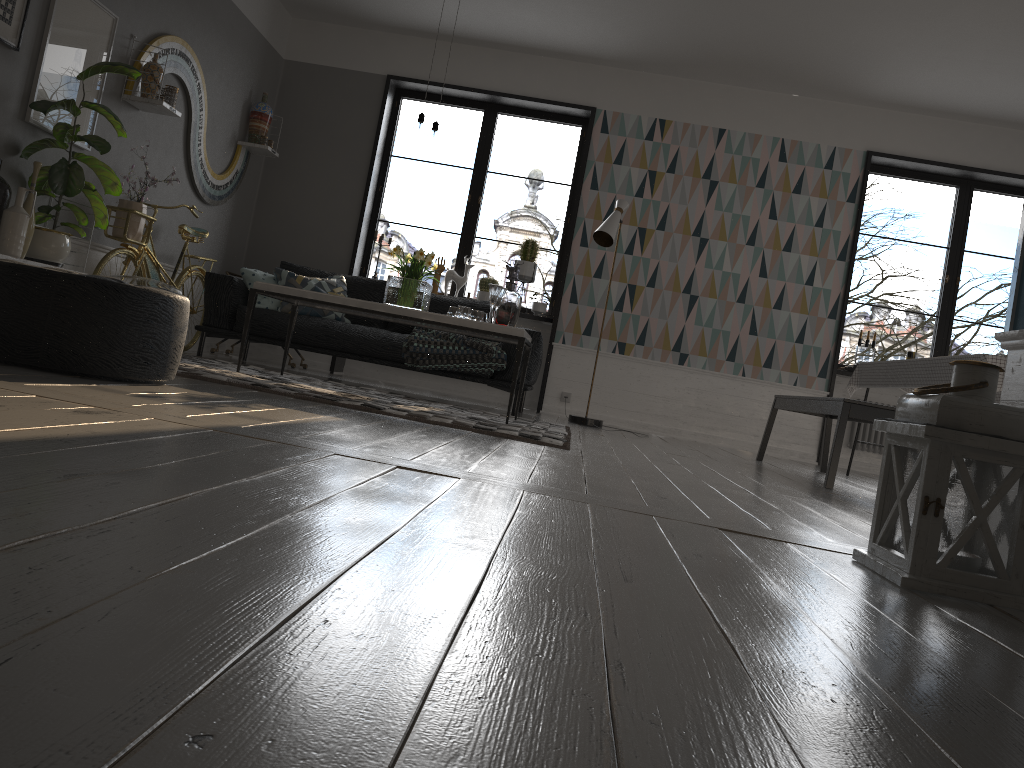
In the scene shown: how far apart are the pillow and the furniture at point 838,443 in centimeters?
303cm

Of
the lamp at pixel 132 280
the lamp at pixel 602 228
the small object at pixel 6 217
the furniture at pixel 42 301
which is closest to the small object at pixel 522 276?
the lamp at pixel 602 228

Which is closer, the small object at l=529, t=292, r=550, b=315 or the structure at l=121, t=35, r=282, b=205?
the structure at l=121, t=35, r=282, b=205

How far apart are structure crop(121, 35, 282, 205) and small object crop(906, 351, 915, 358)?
5.4 meters

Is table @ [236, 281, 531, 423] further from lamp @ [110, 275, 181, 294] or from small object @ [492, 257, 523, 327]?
lamp @ [110, 275, 181, 294]

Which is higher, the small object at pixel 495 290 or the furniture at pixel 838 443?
the small object at pixel 495 290

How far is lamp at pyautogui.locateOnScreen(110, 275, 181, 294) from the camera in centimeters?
499cm

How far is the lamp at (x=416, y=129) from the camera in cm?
478

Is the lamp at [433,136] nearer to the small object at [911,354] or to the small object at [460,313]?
the small object at [460,313]

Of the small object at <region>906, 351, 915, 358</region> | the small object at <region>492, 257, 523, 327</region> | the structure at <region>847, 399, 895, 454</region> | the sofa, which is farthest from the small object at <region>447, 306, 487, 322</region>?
the small object at <region>906, 351, 915, 358</region>
